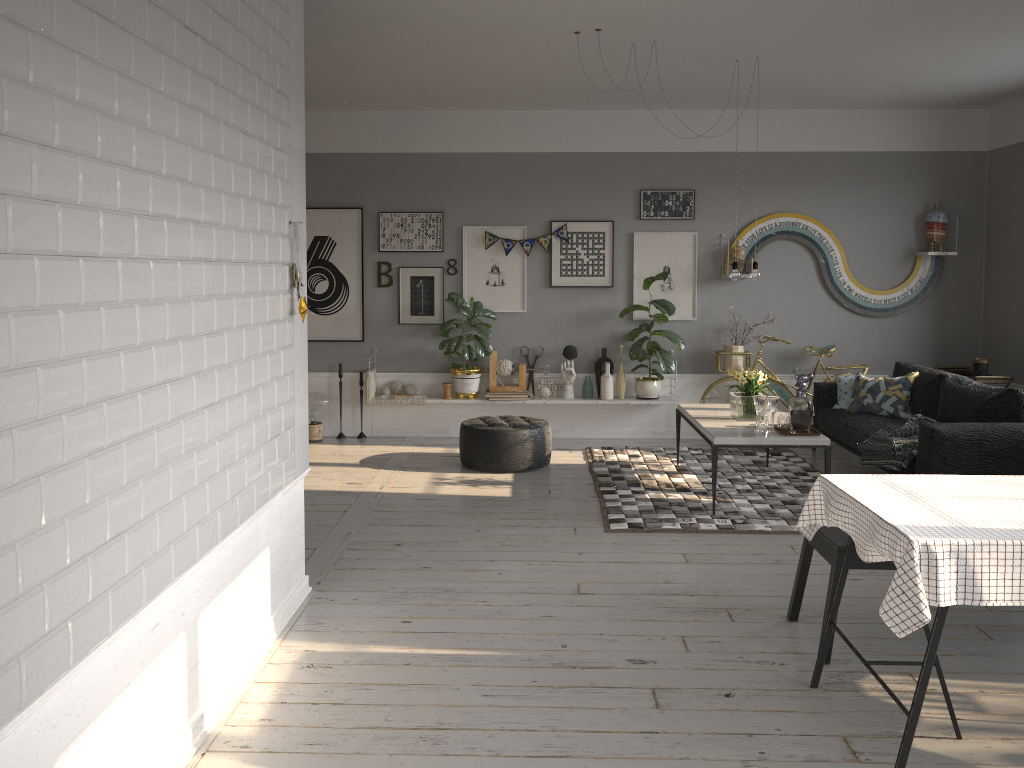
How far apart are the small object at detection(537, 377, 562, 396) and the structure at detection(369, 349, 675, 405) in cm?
16

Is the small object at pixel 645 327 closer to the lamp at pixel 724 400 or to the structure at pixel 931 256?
the lamp at pixel 724 400

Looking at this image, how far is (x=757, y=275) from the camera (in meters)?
6.06

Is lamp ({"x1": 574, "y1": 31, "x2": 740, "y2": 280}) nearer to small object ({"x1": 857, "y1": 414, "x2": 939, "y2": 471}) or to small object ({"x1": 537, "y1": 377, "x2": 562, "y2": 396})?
small object ({"x1": 857, "y1": 414, "x2": 939, "y2": 471})

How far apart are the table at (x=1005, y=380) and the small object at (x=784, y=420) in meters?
2.5

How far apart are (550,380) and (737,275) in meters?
2.4

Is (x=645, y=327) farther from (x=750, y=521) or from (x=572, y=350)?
(x=750, y=521)

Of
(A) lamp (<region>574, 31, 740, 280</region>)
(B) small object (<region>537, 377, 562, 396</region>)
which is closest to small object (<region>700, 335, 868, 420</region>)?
(B) small object (<region>537, 377, 562, 396</region>)

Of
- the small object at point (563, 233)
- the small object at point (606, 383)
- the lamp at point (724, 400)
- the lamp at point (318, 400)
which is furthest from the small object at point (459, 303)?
the lamp at point (724, 400)

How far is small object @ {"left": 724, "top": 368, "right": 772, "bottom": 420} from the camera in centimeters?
605cm
